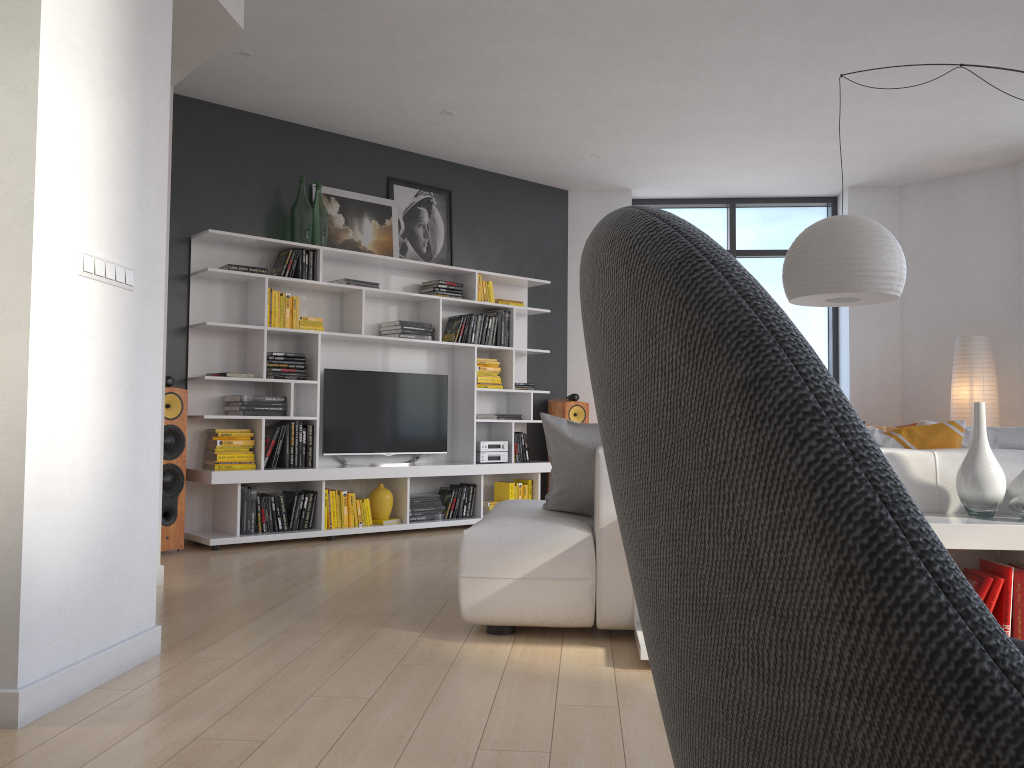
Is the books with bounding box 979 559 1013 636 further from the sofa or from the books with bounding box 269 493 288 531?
the books with bounding box 269 493 288 531

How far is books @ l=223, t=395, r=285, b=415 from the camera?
5.88m

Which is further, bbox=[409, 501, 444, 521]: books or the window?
the window

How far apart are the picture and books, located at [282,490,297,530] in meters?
1.9

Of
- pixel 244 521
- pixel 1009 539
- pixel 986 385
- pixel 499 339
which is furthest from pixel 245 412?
pixel 986 385

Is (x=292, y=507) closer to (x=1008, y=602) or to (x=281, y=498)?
(x=281, y=498)

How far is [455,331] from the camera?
7.1m

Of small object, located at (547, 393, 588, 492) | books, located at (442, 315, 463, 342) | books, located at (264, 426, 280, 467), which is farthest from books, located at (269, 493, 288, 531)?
small object, located at (547, 393, 588, 492)

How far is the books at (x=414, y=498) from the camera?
6.65m

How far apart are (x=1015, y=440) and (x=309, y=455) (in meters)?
4.34
